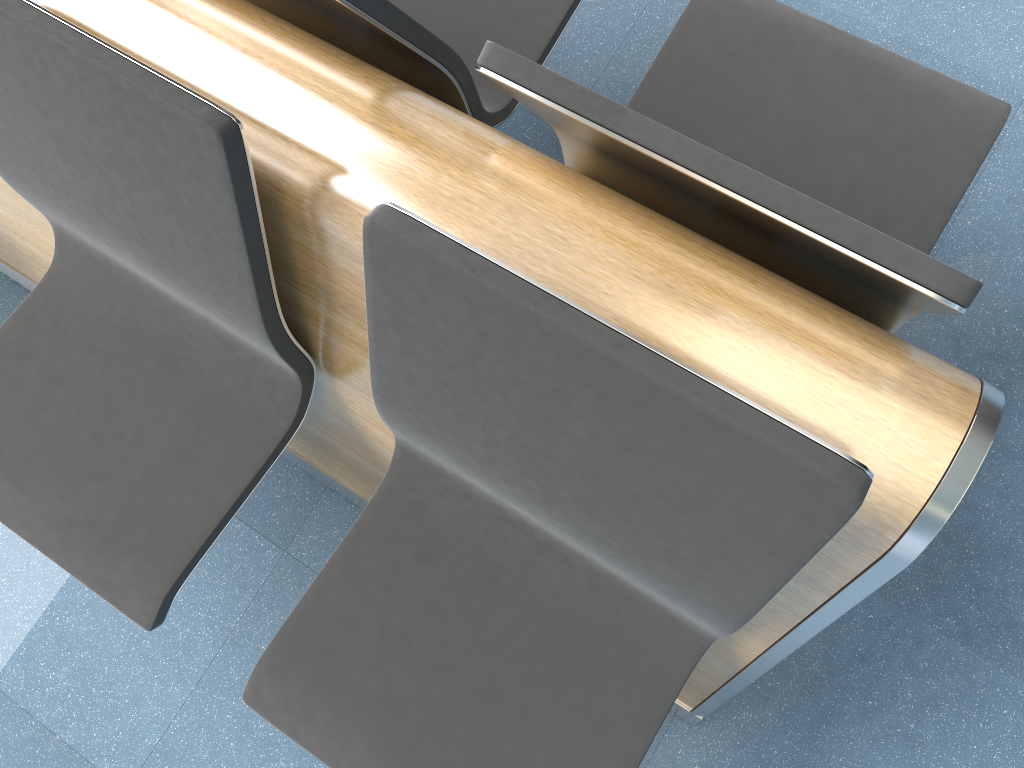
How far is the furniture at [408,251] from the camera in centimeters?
79cm

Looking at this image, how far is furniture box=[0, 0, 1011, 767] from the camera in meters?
0.8 m

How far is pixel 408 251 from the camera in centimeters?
79cm
